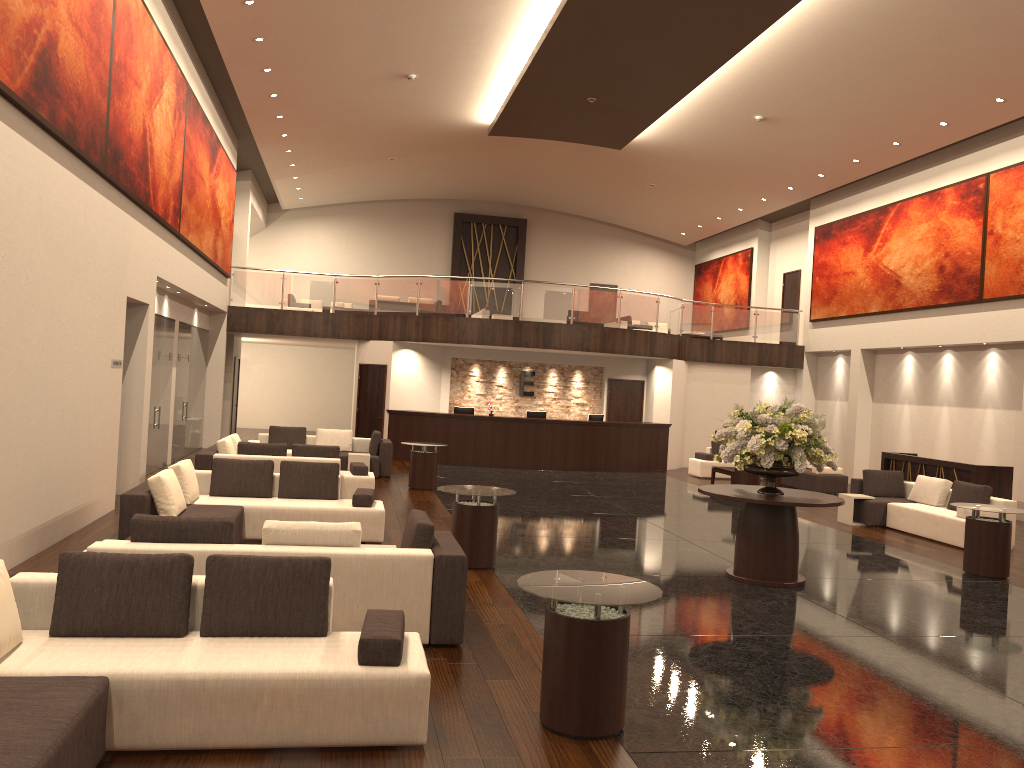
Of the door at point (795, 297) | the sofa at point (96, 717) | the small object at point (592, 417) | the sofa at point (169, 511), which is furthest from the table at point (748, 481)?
the sofa at point (96, 717)

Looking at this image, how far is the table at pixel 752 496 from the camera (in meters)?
9.09

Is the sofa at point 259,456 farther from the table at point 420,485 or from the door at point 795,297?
the door at point 795,297

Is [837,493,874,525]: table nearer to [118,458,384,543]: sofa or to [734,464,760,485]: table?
[734,464,760,485]: table

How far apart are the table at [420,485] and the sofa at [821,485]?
7.7 meters

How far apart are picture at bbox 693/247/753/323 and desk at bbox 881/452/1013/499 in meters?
11.1 m

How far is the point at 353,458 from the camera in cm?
1645

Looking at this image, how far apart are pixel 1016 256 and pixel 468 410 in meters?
11.8

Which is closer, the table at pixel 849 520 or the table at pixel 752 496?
the table at pixel 752 496

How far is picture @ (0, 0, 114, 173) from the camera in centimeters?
732cm
